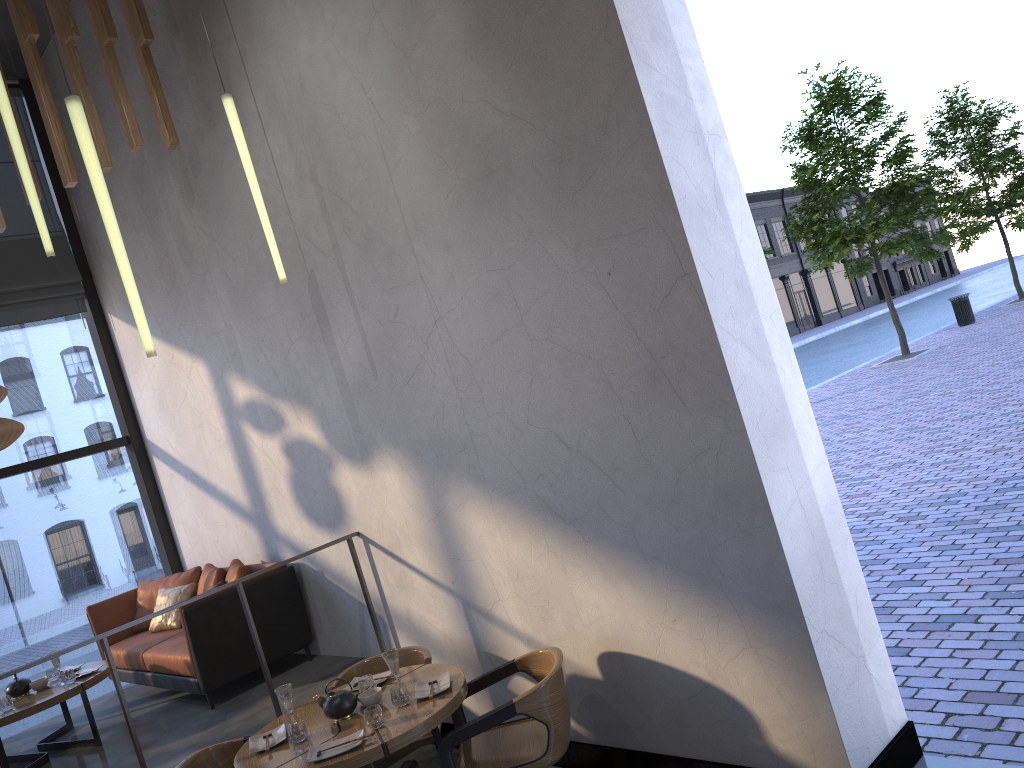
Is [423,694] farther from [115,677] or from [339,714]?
[115,677]

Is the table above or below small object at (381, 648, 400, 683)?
below

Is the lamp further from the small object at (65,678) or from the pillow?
the pillow

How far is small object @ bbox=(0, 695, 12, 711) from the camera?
5.6m

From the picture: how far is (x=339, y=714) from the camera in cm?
406

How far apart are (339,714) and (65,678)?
2.8m

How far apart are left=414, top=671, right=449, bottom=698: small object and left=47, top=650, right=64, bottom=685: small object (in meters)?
3.15

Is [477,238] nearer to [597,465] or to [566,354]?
[566,354]

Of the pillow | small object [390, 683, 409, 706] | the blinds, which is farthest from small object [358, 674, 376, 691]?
the blinds

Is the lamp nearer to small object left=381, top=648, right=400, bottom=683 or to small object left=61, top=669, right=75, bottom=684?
small object left=381, top=648, right=400, bottom=683
